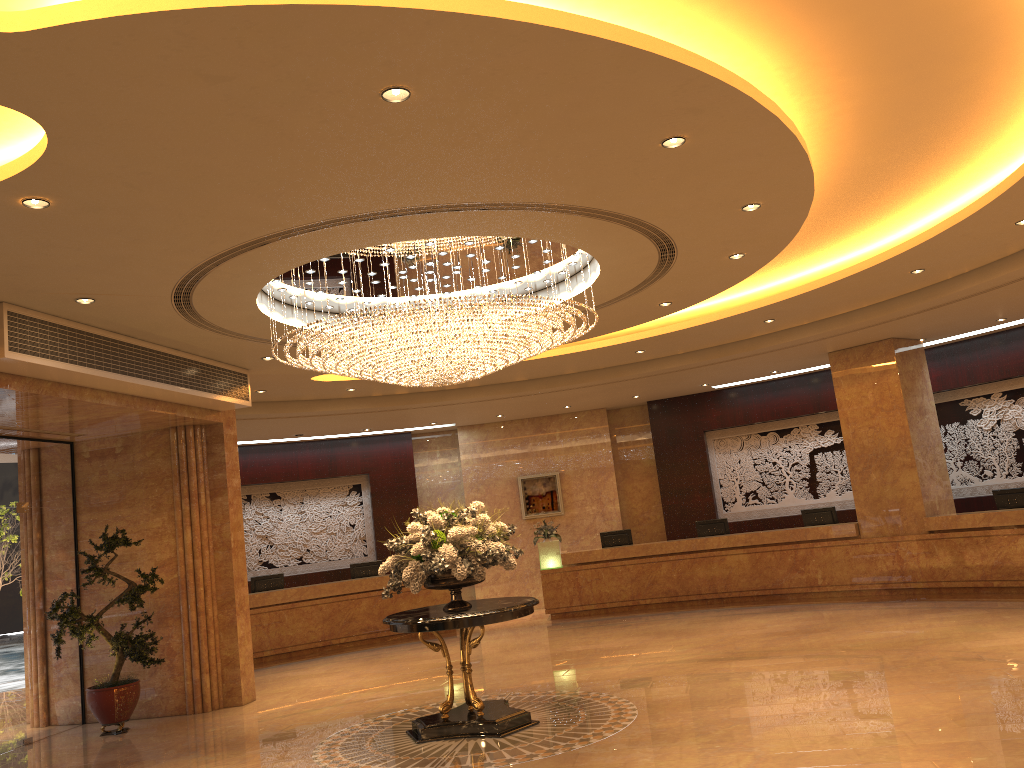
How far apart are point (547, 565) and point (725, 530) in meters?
3.3

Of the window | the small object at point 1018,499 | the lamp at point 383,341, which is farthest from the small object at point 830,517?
the window

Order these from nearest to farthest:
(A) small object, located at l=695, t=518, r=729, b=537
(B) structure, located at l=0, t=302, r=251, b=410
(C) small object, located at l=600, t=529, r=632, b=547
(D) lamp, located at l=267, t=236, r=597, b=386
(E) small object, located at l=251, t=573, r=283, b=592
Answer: (B) structure, located at l=0, t=302, r=251, b=410
(D) lamp, located at l=267, t=236, r=597, b=386
(E) small object, located at l=251, t=573, r=283, b=592
(A) small object, located at l=695, t=518, r=729, b=537
(C) small object, located at l=600, t=529, r=632, b=547

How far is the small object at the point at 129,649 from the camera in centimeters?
994cm

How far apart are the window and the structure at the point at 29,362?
2.1m

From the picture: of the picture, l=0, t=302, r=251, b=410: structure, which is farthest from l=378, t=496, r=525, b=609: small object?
the picture

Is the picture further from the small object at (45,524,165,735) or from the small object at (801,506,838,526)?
the small object at (45,524,165,735)

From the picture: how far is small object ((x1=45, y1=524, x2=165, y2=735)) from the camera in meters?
9.9 m

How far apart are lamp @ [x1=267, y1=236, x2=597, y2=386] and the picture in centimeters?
913cm

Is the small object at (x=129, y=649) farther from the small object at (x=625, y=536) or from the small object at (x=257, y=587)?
the small object at (x=625, y=536)
